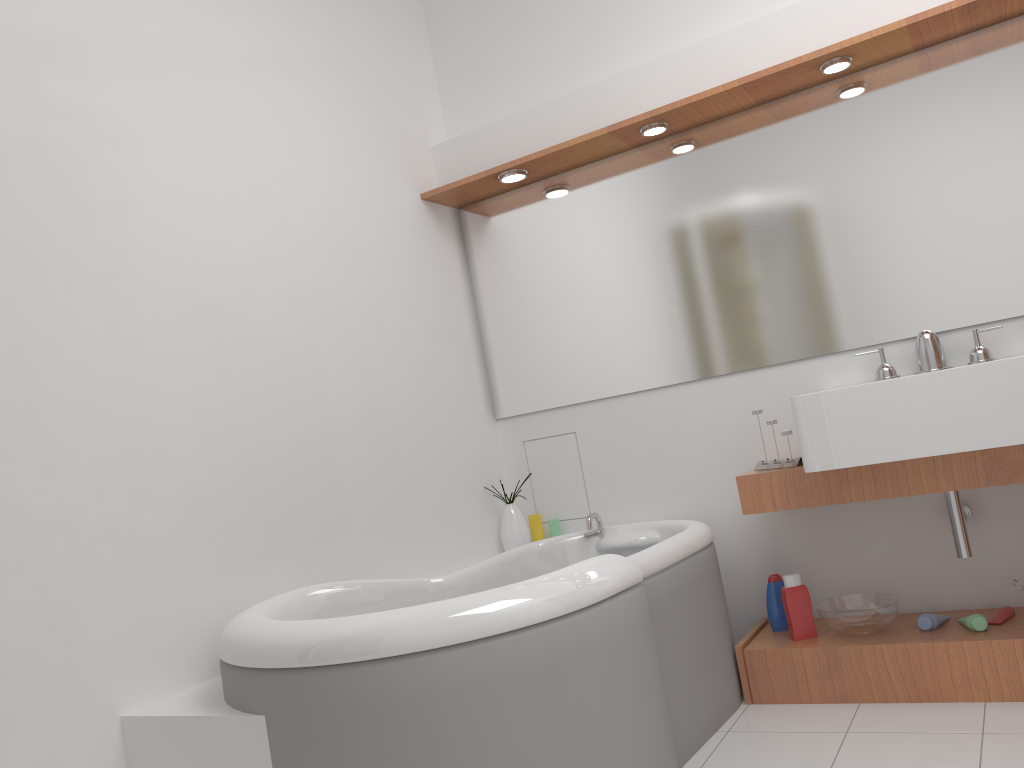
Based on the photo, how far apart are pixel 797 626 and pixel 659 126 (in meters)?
1.71

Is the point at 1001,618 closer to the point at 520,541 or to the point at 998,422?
the point at 998,422

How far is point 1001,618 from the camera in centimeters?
259cm

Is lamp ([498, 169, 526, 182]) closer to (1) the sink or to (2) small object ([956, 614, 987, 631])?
(1) the sink

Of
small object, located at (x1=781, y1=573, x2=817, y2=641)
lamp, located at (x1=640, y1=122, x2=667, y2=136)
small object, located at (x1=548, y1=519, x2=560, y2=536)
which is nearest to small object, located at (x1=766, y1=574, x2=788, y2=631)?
small object, located at (x1=781, y1=573, x2=817, y2=641)

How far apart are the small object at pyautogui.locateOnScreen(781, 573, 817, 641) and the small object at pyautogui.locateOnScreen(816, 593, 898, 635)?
0.05m

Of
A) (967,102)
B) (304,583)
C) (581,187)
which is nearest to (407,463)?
(304,583)

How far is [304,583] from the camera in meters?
2.5 m

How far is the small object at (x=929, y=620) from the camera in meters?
2.6 m

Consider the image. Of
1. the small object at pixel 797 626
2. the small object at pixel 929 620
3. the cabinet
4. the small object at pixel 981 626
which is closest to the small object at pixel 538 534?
the cabinet
